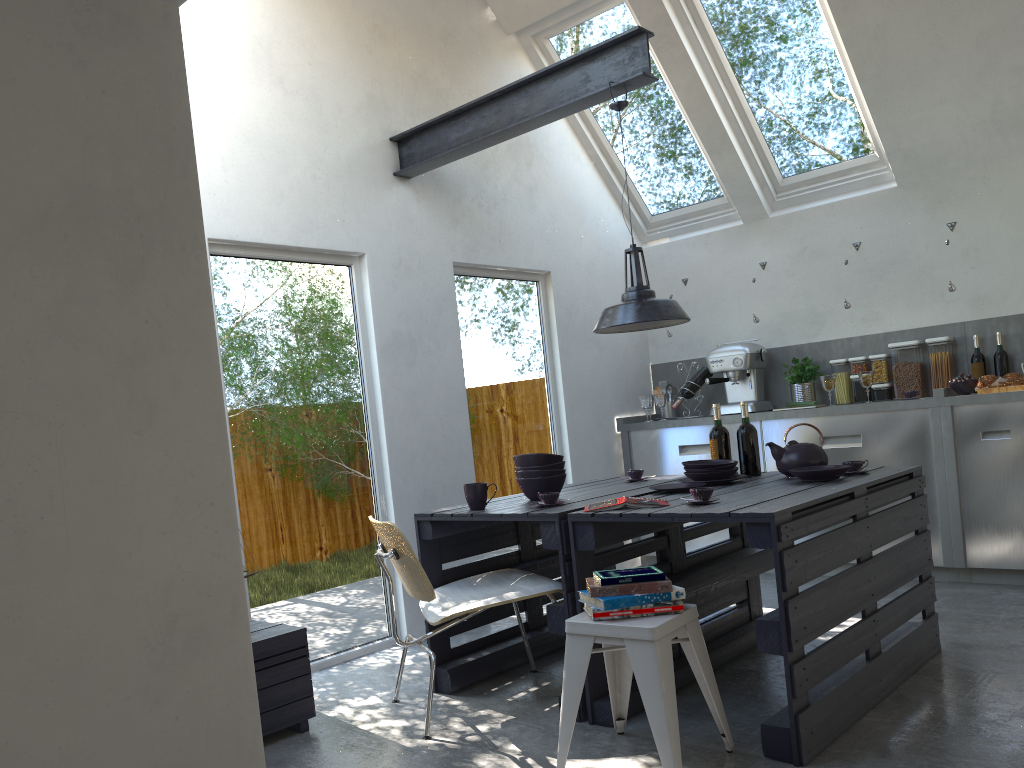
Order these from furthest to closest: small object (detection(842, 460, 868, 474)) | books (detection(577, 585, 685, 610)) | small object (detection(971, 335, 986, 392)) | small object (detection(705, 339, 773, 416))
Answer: small object (detection(705, 339, 773, 416))
small object (detection(971, 335, 986, 392))
small object (detection(842, 460, 868, 474))
books (detection(577, 585, 685, 610))

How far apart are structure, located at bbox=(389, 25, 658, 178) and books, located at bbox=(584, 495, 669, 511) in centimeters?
194cm

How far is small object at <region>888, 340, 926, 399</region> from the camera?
5.6 meters

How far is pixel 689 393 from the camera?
6.3 meters

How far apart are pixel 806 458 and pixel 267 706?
2.4m

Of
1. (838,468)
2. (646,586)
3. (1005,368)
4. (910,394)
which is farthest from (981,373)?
(646,586)

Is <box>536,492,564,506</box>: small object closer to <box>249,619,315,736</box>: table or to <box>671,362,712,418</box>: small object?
<box>249,619,315,736</box>: table

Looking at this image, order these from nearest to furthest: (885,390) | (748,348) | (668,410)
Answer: (885,390) < (748,348) < (668,410)

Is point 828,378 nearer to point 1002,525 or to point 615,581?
point 1002,525

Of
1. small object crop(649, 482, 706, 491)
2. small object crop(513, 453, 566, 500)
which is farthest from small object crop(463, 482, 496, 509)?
small object crop(649, 482, 706, 491)
